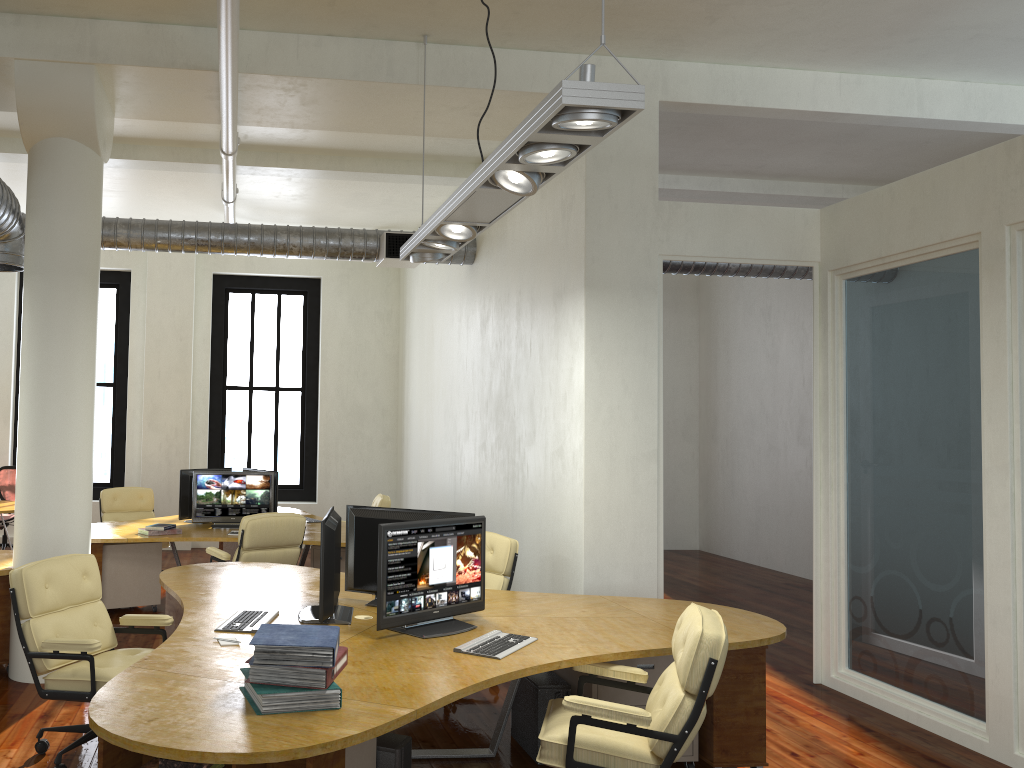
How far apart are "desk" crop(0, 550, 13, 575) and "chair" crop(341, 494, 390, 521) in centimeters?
410cm

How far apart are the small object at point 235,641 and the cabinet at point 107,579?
4.06m

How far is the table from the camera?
10.0m

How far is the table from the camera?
10.0m

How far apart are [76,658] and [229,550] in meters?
5.7 m

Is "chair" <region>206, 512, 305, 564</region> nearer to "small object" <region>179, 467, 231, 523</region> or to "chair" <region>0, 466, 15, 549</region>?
"small object" <region>179, 467, 231, 523</region>

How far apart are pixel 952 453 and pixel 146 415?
9.6m

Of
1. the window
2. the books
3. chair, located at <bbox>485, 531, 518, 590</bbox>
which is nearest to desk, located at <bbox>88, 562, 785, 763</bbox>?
the books

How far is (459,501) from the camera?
9.44m

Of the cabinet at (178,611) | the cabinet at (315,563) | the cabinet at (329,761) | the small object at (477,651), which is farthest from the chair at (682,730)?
the cabinet at (315,563)
